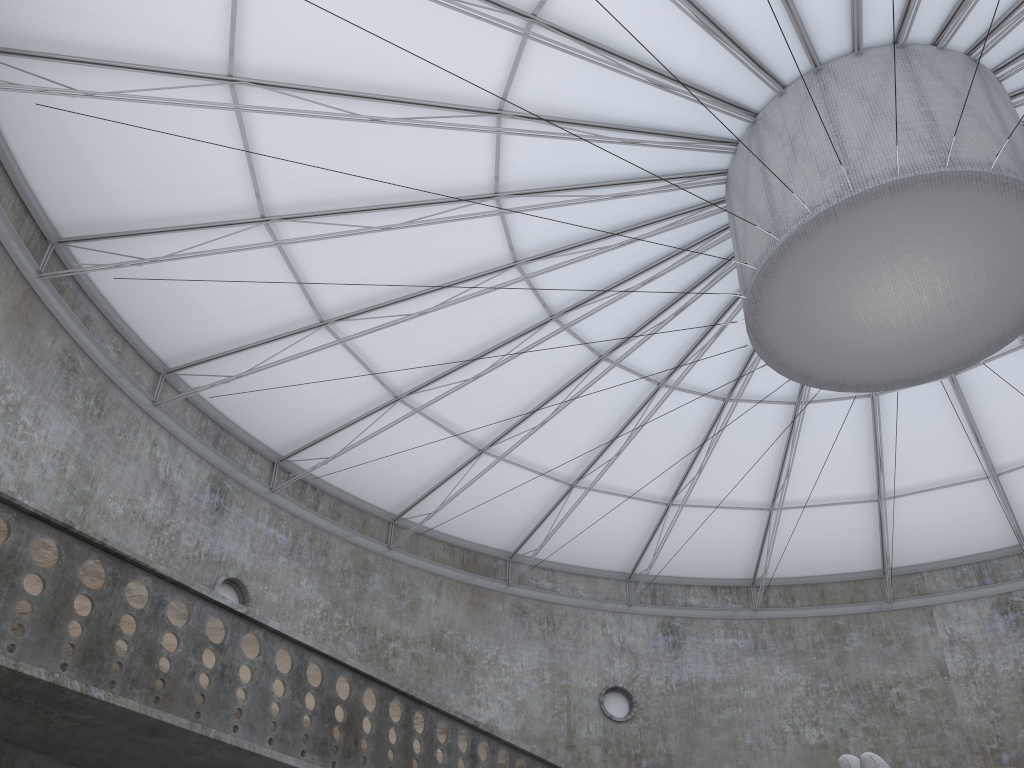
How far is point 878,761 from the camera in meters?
13.7 m

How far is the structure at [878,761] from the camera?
13.7m

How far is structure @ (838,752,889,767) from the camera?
13.7 meters
